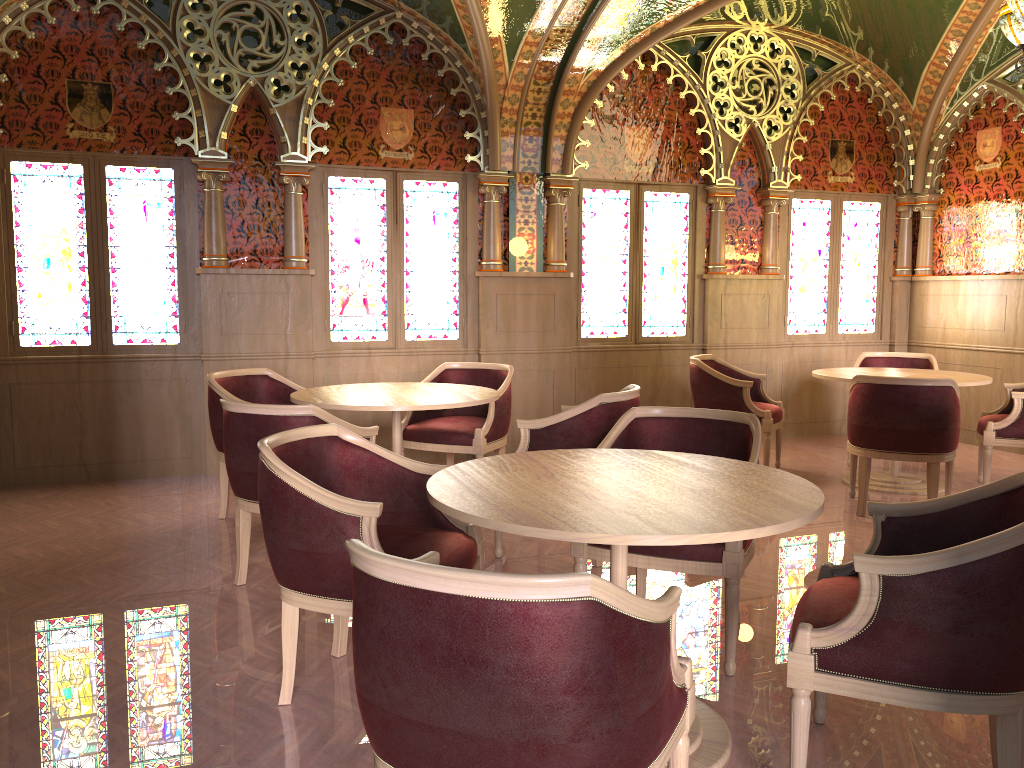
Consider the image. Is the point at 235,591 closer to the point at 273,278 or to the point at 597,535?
the point at 597,535

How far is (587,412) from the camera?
4.22m

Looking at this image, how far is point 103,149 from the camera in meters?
6.0 m

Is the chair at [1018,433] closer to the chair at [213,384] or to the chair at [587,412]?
the chair at [587,412]

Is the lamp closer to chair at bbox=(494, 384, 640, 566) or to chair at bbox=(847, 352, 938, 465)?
chair at bbox=(847, 352, 938, 465)

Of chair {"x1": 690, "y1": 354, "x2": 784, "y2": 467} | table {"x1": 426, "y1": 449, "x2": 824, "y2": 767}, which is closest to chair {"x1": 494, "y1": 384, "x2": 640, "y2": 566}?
table {"x1": 426, "y1": 449, "x2": 824, "y2": 767}

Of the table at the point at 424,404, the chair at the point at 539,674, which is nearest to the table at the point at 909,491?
the table at the point at 424,404

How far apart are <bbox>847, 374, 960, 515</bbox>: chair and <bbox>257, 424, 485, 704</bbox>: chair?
3.0 meters

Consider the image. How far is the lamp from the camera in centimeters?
475cm

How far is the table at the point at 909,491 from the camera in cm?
591
